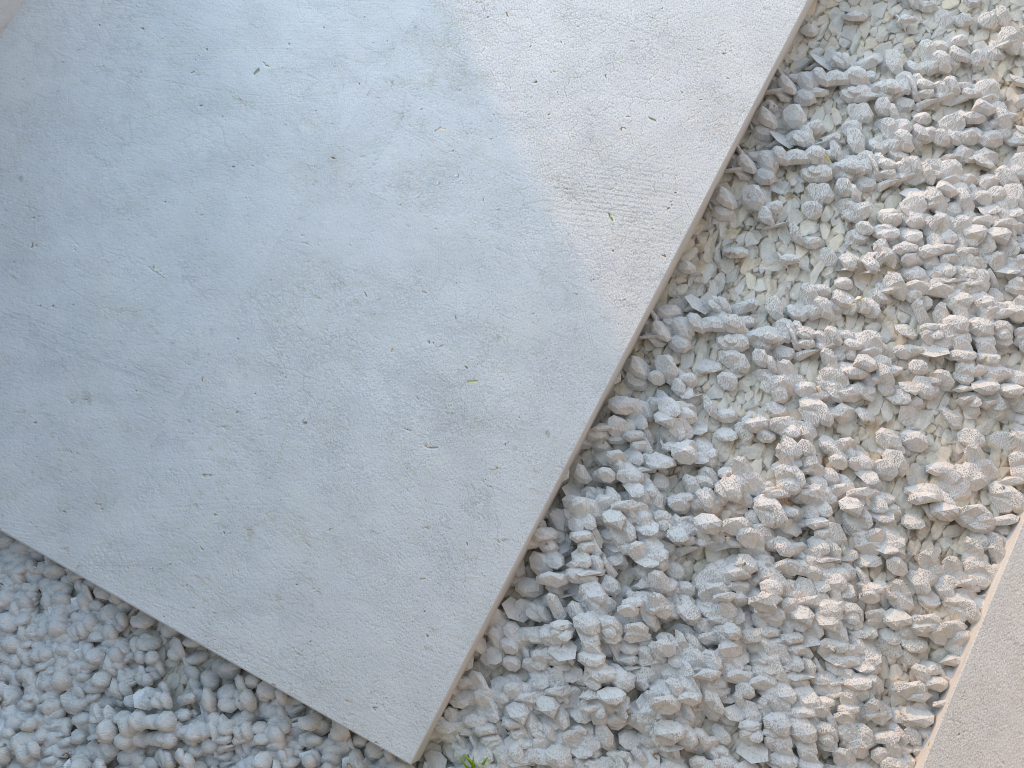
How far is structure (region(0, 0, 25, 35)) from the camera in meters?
2.1 m

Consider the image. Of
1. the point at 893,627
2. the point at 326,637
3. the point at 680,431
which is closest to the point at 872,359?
the point at 680,431

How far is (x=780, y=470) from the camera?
1.7 meters

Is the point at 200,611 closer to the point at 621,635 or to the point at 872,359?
the point at 621,635

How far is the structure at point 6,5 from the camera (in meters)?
2.10
